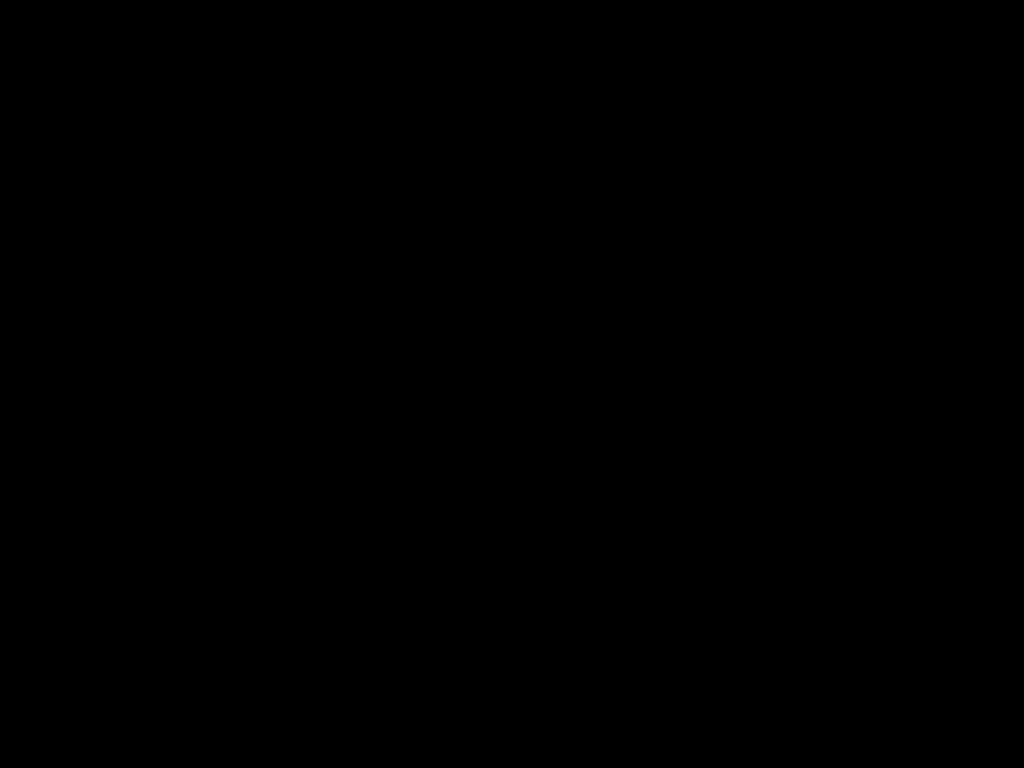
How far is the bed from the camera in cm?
32

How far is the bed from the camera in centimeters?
32cm

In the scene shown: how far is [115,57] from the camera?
0.32m
